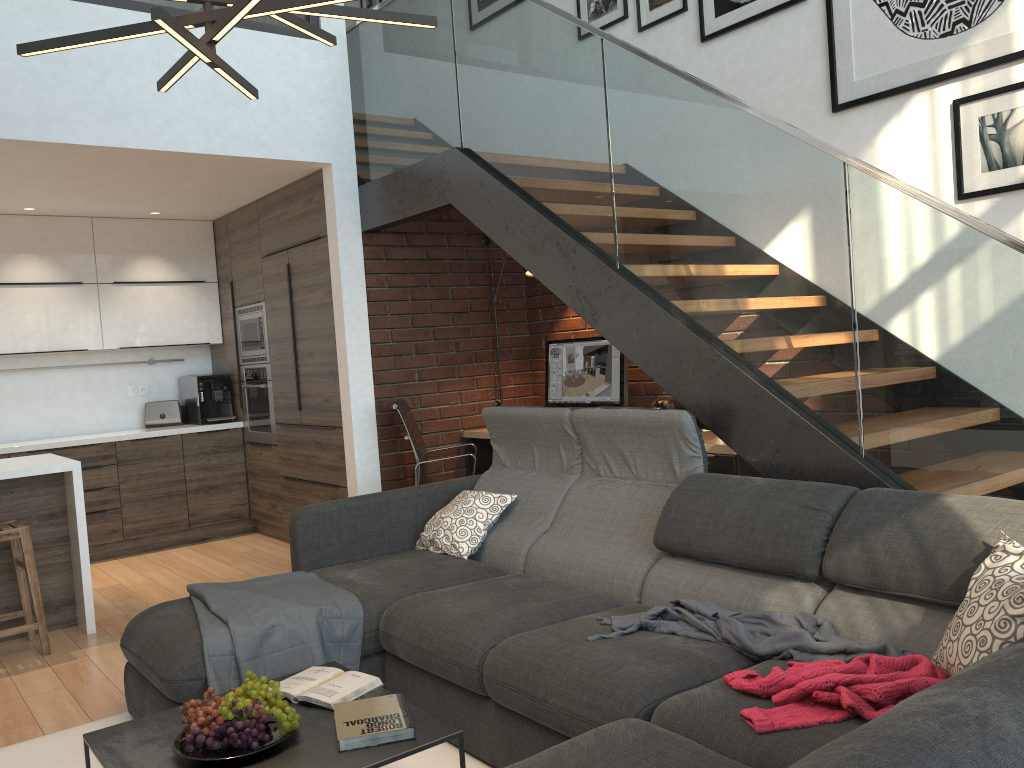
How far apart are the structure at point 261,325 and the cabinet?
0.1 meters

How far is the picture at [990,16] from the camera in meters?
3.5 m

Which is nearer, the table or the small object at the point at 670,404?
the table

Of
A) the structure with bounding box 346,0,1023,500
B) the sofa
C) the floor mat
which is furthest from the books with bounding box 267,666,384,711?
the structure with bounding box 346,0,1023,500

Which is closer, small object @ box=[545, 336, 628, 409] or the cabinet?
the cabinet

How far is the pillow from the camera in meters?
1.8

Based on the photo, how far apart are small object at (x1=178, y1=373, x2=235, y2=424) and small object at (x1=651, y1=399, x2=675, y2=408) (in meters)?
3.40

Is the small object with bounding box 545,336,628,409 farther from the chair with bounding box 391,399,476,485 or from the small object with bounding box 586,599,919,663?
the small object with bounding box 586,599,919,663

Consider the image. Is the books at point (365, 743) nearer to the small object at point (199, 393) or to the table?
the table

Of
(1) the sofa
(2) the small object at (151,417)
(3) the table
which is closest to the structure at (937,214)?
(1) the sofa
